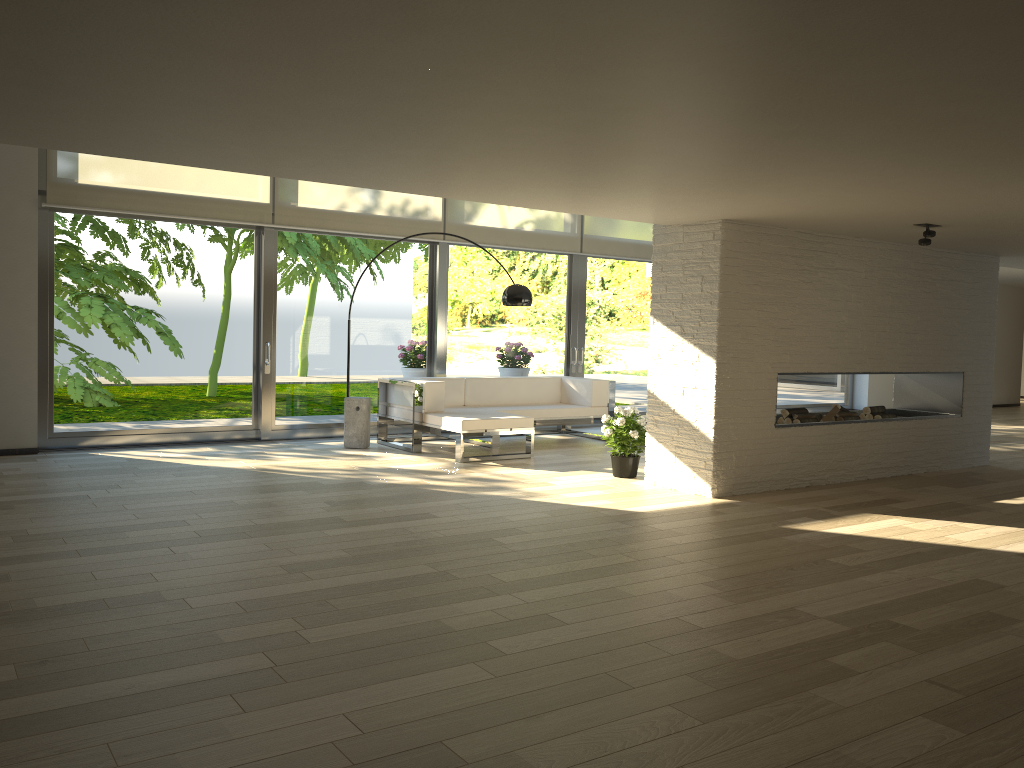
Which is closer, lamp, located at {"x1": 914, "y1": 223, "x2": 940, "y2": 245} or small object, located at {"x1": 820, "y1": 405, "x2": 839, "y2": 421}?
lamp, located at {"x1": 914, "y1": 223, "x2": 940, "y2": 245}

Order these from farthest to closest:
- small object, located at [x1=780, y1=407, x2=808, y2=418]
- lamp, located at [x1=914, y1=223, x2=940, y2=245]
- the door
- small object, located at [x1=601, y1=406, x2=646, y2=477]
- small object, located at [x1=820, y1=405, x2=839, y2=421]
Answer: the door, small object, located at [x1=820, y1=405, x2=839, y2=421], small object, located at [x1=780, y1=407, x2=808, y2=418], small object, located at [x1=601, y1=406, x2=646, y2=477], lamp, located at [x1=914, y1=223, x2=940, y2=245]

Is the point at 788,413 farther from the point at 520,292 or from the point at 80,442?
the point at 80,442

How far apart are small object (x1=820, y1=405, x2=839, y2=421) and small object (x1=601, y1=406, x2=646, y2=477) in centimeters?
161cm

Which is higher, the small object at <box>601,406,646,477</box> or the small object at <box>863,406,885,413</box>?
the small object at <box>863,406,885,413</box>

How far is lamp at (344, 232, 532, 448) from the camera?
7.90m

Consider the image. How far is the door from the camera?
7.8 meters

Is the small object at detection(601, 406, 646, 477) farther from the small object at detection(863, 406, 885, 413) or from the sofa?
the small object at detection(863, 406, 885, 413)

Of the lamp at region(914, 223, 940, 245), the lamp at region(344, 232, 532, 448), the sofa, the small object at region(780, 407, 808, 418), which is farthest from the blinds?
the lamp at region(914, 223, 940, 245)

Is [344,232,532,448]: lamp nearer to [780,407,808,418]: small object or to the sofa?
the sofa
